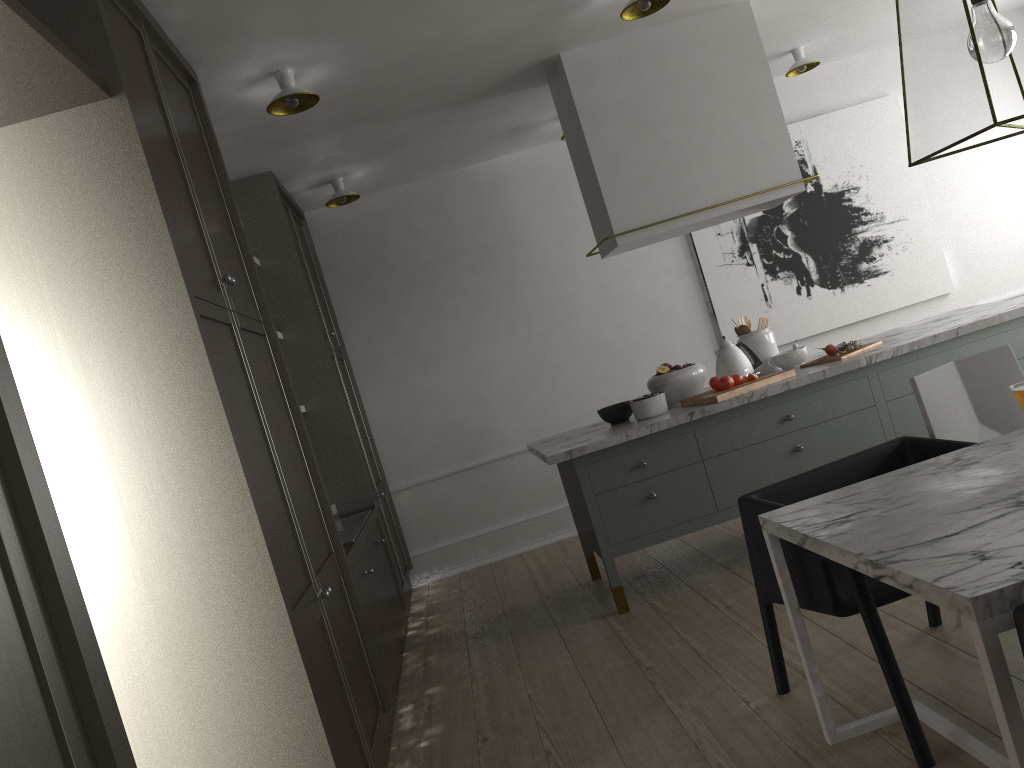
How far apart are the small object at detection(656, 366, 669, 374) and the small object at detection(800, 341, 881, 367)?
0.66m

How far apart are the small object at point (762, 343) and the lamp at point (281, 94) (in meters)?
2.21

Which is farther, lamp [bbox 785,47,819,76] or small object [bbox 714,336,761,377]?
lamp [bbox 785,47,819,76]

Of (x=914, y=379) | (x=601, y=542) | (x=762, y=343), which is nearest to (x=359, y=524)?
(x=601, y=542)

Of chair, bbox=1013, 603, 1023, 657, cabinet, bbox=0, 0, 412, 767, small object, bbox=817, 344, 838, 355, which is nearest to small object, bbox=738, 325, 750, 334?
small object, bbox=817, 344, 838, 355

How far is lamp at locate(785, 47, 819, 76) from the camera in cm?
500

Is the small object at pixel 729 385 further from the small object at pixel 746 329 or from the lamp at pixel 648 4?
the lamp at pixel 648 4

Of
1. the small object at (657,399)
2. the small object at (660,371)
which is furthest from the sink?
the small object at (660,371)

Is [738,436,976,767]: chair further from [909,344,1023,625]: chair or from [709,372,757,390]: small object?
[709,372,757,390]: small object

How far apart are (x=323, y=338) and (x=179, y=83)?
1.7 meters
